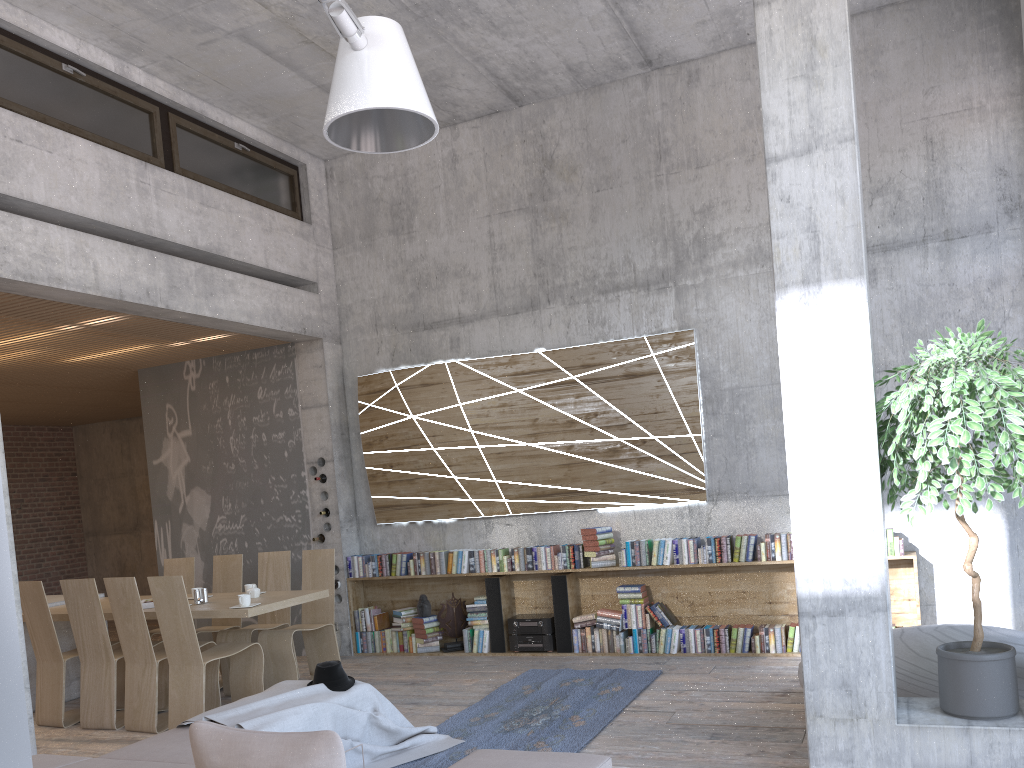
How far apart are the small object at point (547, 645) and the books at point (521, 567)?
0.62m

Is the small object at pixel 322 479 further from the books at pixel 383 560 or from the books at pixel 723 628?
the books at pixel 723 628

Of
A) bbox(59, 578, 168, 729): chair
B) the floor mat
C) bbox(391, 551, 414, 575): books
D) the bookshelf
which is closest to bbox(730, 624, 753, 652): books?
the bookshelf

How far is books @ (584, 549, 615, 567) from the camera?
7.7 meters

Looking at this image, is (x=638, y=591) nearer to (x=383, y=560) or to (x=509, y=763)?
(x=383, y=560)

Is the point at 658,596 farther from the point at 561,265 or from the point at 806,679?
the point at 806,679

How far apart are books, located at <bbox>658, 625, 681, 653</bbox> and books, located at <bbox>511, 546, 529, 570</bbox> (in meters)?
1.39

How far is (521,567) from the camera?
8.09m

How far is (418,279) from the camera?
9.0 meters

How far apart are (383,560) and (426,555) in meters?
0.5 m
